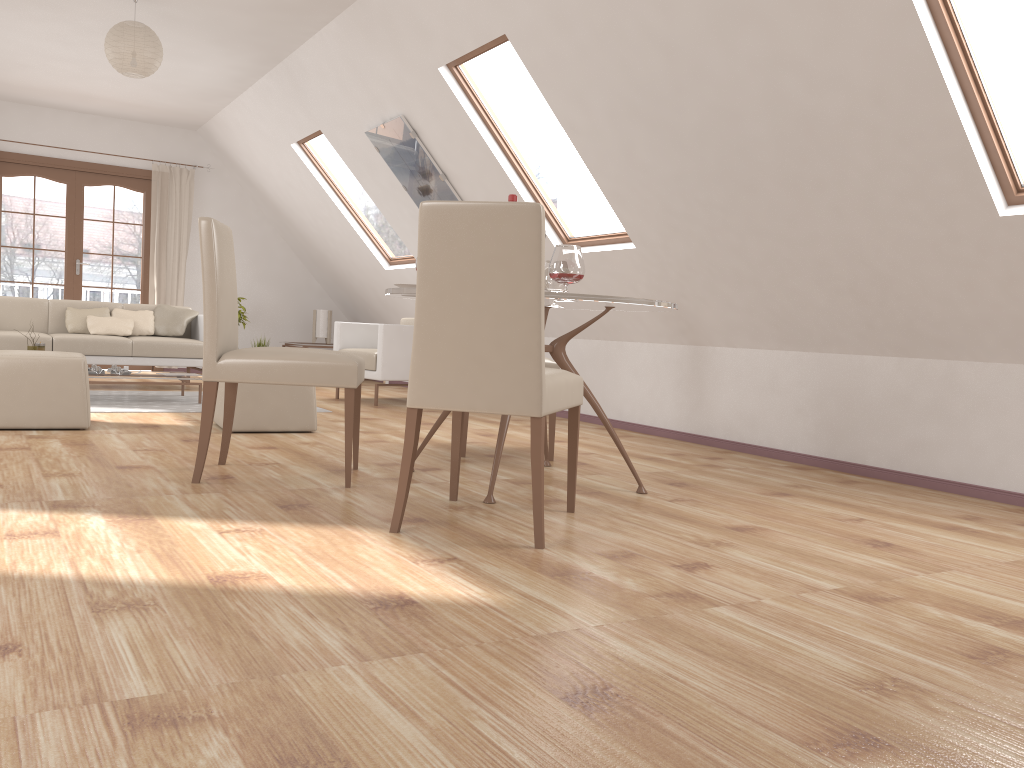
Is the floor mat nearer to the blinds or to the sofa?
the sofa

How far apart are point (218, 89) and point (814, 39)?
5.9m

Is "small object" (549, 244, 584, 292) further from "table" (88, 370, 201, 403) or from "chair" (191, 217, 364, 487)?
"table" (88, 370, 201, 403)

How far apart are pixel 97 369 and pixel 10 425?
1.7m

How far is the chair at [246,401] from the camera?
4.8 meters

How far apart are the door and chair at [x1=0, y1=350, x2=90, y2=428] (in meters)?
4.93

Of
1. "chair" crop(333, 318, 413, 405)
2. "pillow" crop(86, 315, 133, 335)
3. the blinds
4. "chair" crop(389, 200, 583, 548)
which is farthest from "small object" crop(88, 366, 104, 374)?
"chair" crop(389, 200, 583, 548)

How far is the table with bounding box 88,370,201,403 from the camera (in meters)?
6.21

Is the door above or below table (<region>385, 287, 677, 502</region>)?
above

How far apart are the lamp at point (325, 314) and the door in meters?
1.8
